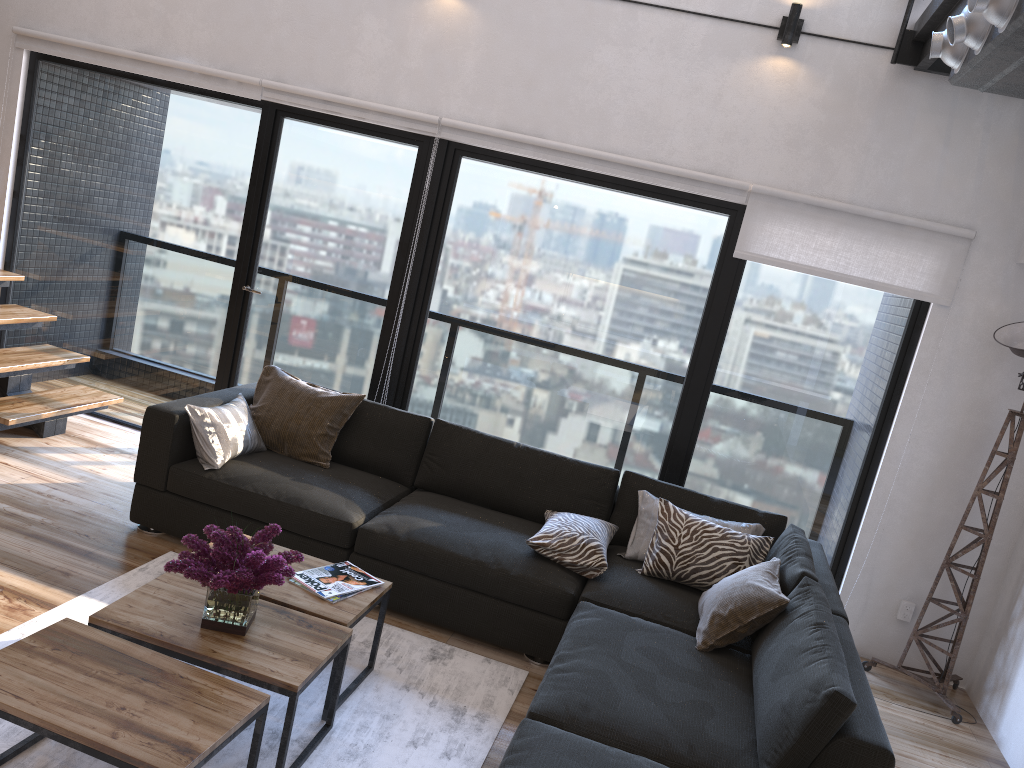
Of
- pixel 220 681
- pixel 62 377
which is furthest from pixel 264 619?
pixel 62 377

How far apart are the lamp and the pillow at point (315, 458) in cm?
279

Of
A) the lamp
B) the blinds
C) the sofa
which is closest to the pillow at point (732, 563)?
the sofa

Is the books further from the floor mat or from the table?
the floor mat

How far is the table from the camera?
2.0 meters

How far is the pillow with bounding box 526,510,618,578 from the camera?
3.68m

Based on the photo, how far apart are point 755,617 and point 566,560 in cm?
84

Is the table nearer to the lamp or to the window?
the window

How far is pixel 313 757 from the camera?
2.7 meters

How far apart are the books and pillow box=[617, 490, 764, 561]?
1.26m
